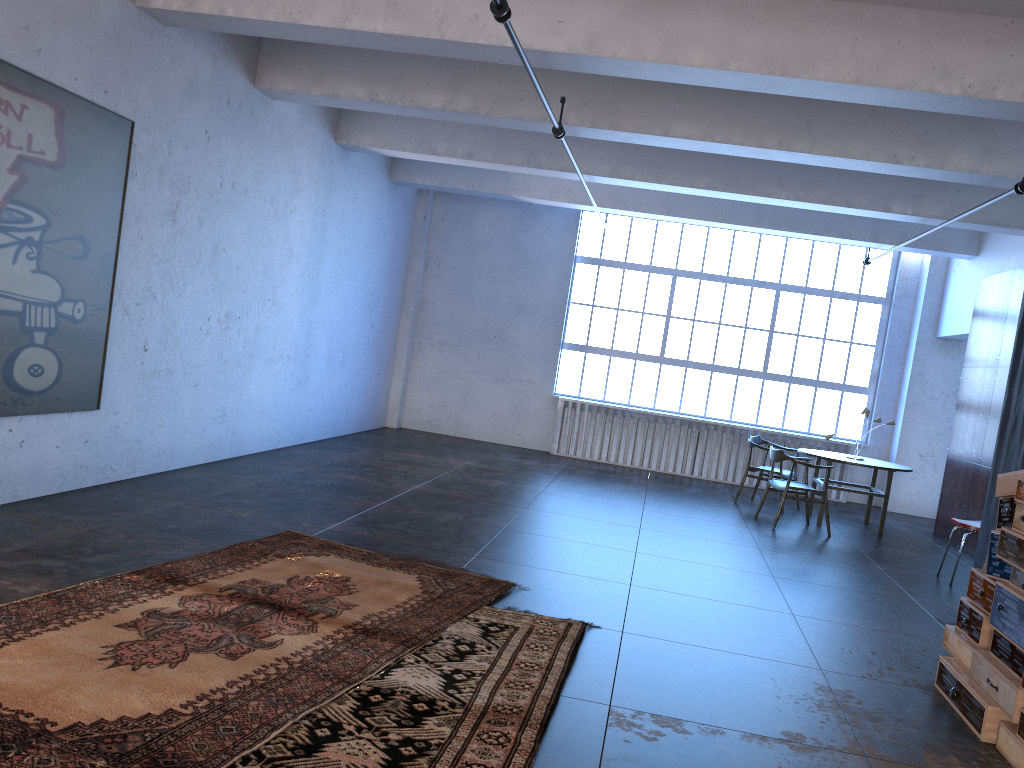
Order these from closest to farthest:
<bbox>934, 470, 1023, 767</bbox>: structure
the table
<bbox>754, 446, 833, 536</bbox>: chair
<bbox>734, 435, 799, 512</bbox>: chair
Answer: <bbox>934, 470, 1023, 767</bbox>: structure, <bbox>754, 446, 833, 536</bbox>: chair, the table, <bbox>734, 435, 799, 512</bbox>: chair

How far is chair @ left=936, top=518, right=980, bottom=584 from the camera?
7.6m

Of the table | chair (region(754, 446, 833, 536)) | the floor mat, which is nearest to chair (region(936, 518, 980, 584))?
chair (region(754, 446, 833, 536))

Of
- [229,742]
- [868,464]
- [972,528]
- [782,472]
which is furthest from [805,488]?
[229,742]

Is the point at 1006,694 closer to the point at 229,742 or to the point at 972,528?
the point at 229,742

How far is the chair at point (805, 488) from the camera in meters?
9.3 m

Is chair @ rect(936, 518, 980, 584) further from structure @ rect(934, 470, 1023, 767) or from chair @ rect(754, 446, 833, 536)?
structure @ rect(934, 470, 1023, 767)

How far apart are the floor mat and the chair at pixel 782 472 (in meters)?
6.06

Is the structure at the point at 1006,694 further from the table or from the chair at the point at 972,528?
the table

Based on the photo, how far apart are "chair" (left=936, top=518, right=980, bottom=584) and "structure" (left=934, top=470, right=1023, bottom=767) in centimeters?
304cm
